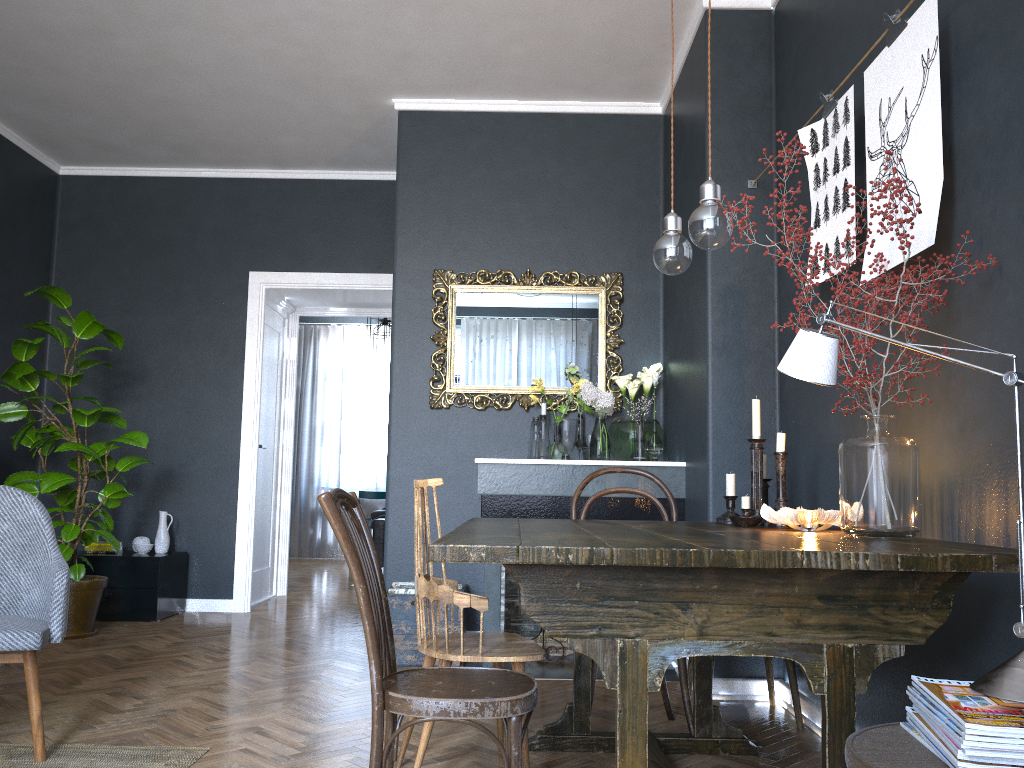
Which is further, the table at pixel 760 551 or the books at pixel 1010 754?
the table at pixel 760 551

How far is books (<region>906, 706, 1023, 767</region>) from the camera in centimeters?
115cm

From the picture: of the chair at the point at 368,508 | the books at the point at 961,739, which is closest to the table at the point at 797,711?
the books at the point at 961,739

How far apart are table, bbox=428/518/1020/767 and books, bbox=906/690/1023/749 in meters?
0.3

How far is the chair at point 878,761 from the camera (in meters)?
1.24

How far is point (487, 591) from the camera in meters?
4.2 m

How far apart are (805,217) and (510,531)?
Answer: 2.0m

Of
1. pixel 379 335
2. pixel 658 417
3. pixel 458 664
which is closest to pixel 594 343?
pixel 658 417

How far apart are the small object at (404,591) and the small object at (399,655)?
0.17m

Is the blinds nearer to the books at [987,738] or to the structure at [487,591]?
the structure at [487,591]
